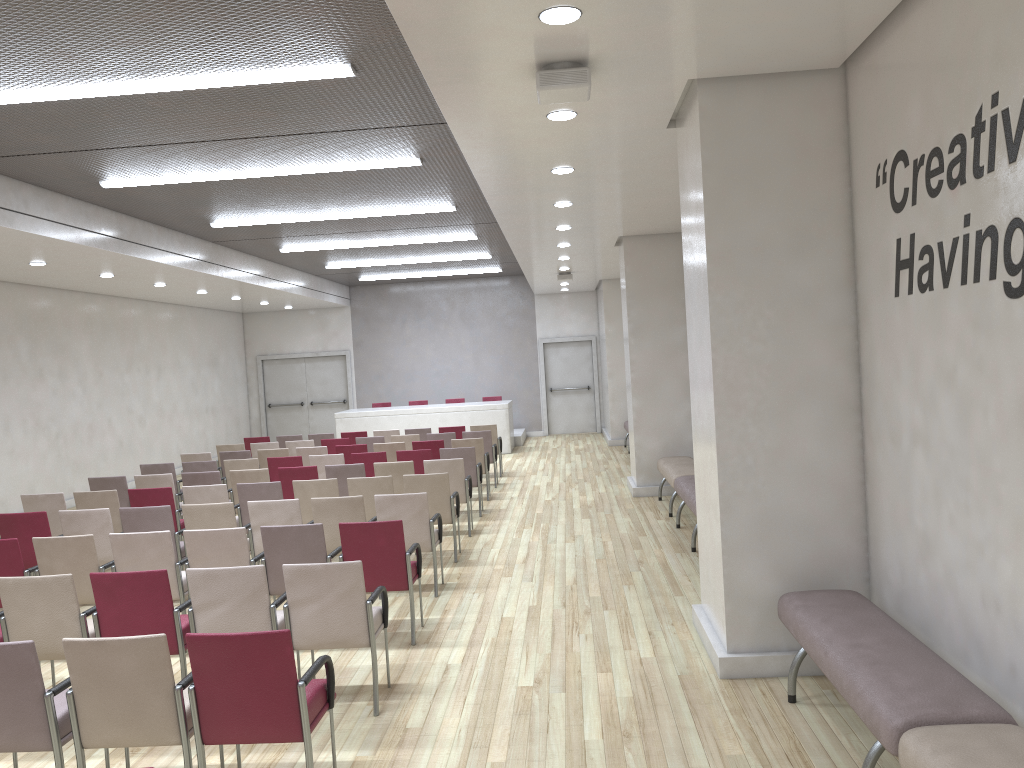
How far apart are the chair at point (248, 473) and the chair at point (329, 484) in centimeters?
139cm

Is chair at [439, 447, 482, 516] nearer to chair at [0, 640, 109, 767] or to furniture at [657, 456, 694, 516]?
furniture at [657, 456, 694, 516]

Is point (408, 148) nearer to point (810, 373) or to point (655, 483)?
point (810, 373)

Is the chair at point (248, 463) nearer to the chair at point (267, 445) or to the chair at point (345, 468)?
the chair at point (345, 468)

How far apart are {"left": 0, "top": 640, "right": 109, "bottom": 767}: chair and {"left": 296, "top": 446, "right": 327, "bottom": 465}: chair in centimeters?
813cm

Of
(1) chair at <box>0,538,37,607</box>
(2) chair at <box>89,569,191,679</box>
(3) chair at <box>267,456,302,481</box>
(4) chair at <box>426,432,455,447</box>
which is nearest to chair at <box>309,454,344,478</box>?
(3) chair at <box>267,456,302,481</box>

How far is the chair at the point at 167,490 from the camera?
8.7m

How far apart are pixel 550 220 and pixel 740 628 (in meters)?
5.94

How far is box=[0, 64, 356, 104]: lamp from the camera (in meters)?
6.02

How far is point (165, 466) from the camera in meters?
11.3
